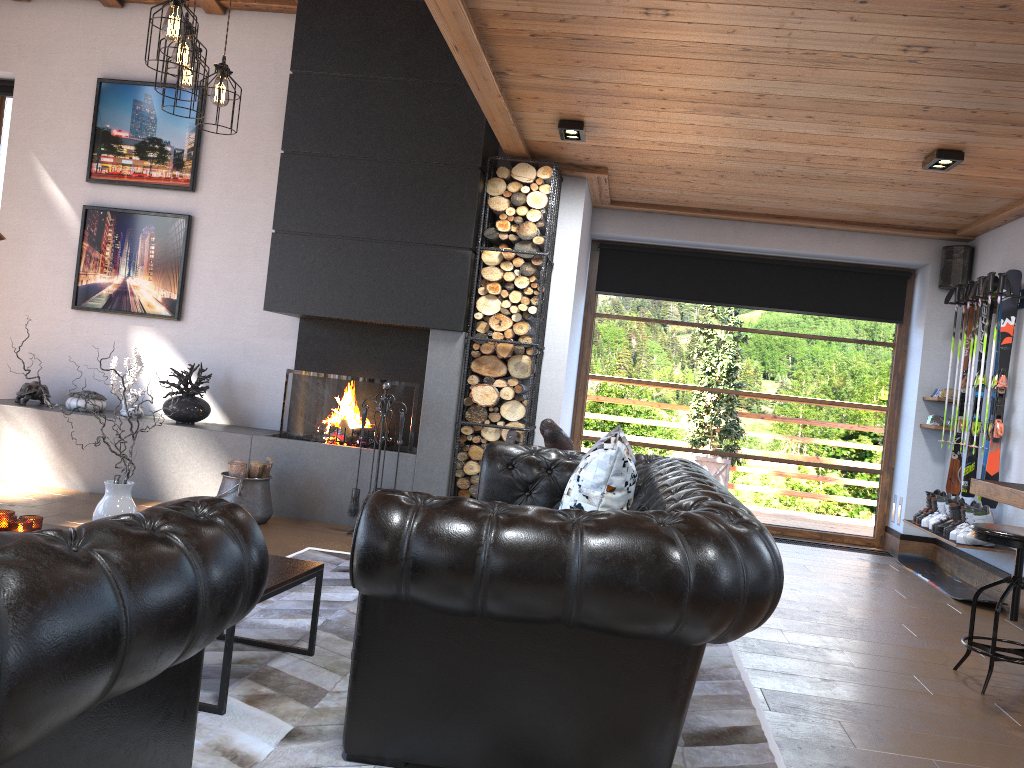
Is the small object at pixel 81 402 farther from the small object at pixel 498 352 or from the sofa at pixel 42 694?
the sofa at pixel 42 694

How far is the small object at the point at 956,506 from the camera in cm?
618

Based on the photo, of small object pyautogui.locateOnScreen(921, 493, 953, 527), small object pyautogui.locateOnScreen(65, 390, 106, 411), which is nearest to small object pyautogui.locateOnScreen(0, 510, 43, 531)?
small object pyautogui.locateOnScreen(65, 390, 106, 411)

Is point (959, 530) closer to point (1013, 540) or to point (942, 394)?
point (942, 394)

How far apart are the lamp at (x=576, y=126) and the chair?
2.98m

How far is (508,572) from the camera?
2.32m

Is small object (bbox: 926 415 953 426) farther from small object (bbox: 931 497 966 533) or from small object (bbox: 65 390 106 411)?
small object (bbox: 65 390 106 411)

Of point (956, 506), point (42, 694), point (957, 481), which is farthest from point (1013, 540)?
point (42, 694)

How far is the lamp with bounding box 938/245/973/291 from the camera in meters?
7.0 m

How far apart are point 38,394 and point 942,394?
6.89m
